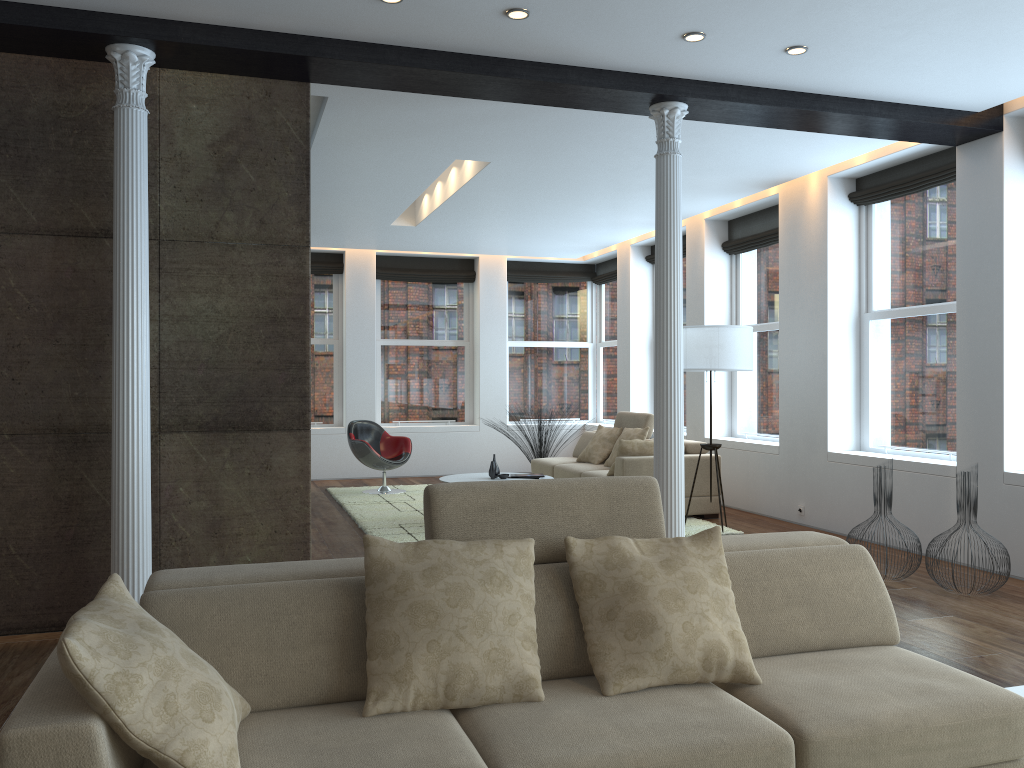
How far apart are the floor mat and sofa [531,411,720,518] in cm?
14

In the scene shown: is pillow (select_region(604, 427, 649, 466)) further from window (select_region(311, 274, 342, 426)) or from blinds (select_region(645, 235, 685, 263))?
window (select_region(311, 274, 342, 426))

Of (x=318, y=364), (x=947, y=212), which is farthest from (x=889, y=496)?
(x=318, y=364)

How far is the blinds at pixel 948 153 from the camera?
6.6m

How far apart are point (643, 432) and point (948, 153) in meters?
3.7

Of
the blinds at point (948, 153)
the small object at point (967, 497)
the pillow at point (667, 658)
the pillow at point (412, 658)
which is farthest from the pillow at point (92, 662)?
the blinds at point (948, 153)

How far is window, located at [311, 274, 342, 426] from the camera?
11.86m

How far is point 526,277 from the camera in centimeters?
1258cm

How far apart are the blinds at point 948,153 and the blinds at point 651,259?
3.75m

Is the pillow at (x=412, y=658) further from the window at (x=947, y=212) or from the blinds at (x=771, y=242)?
the blinds at (x=771, y=242)
